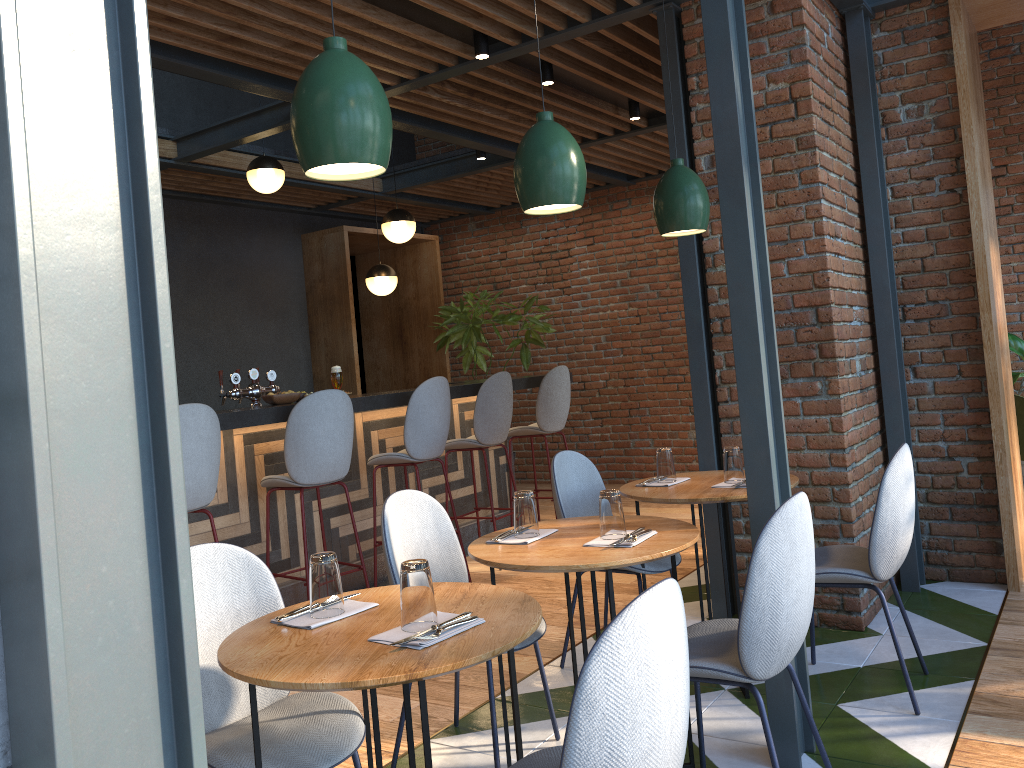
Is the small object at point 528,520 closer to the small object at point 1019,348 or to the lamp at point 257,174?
the lamp at point 257,174

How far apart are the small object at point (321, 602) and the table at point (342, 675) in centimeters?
4cm

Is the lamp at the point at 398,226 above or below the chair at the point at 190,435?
above

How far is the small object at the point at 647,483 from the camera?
3.6 meters

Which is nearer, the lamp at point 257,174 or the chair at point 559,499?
the chair at point 559,499

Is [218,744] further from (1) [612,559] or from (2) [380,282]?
(2) [380,282]

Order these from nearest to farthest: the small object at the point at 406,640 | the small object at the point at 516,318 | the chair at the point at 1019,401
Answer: the small object at the point at 406,640
the chair at the point at 1019,401
the small object at the point at 516,318

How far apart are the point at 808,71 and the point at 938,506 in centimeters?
227cm

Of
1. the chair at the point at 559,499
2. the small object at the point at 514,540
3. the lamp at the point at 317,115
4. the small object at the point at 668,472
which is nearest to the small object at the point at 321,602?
the small object at the point at 514,540

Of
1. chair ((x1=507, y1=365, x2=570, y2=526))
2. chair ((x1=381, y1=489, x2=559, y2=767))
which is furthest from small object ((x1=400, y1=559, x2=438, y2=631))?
chair ((x1=507, y1=365, x2=570, y2=526))
